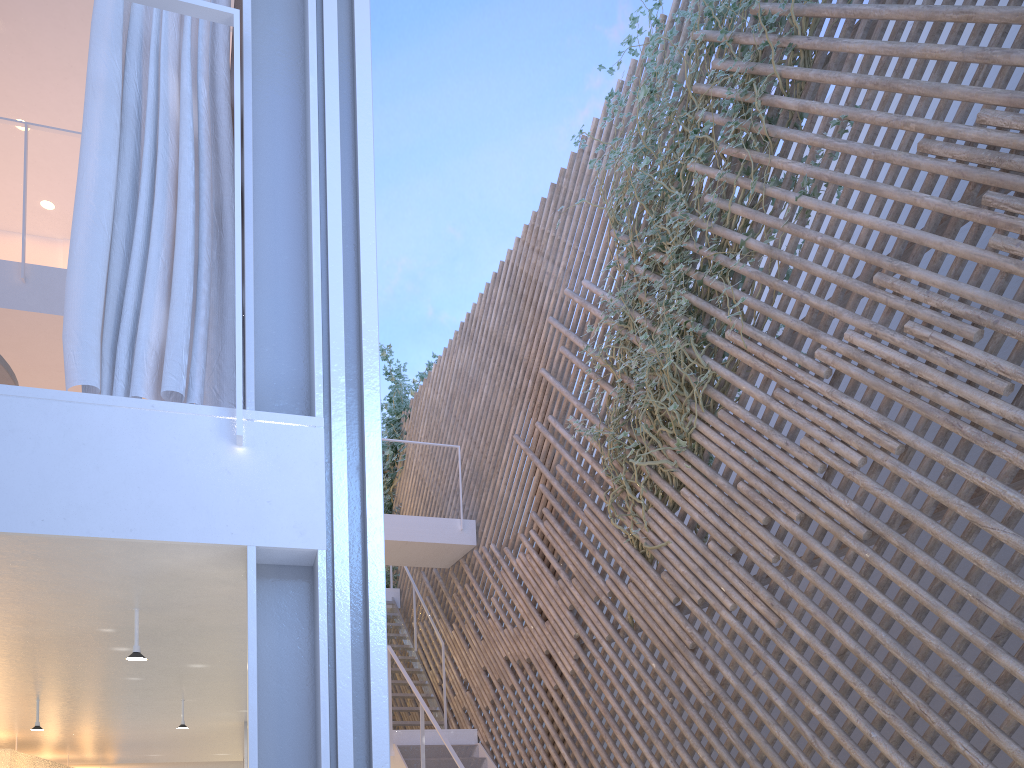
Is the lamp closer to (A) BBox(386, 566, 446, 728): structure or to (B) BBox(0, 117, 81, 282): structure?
(B) BBox(0, 117, 81, 282): structure

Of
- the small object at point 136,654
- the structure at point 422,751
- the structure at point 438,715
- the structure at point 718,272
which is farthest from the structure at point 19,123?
the structure at point 438,715

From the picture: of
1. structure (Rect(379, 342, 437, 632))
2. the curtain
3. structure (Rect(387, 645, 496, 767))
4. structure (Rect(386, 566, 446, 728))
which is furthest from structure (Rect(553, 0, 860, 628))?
structure (Rect(379, 342, 437, 632))

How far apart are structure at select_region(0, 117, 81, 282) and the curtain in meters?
2.1

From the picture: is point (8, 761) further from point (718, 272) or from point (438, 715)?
point (438, 715)

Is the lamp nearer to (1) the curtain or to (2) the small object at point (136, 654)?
(2) the small object at point (136, 654)

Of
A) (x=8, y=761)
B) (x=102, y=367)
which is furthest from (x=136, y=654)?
(x=8, y=761)

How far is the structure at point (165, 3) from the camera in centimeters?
116cm

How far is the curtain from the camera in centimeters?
112cm

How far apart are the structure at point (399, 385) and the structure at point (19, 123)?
3.98m
